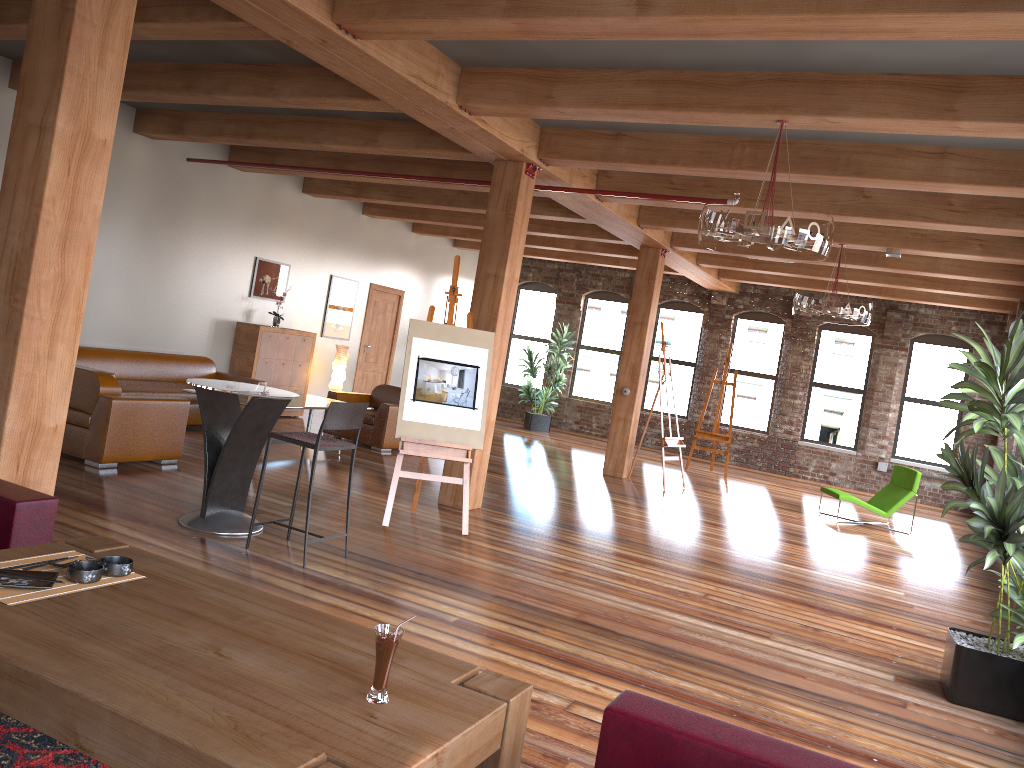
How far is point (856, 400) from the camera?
15.2 meters

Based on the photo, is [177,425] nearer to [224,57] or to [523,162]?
[224,57]

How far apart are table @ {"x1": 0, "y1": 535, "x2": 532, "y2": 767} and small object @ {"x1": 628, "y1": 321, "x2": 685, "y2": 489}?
8.9m

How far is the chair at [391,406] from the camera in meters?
10.4 m

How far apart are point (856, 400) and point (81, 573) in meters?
14.5 m

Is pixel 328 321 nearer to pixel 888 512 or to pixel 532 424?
pixel 532 424

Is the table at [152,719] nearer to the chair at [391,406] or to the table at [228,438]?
the table at [228,438]

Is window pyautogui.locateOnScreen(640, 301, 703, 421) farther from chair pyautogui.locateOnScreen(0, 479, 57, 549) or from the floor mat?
the floor mat

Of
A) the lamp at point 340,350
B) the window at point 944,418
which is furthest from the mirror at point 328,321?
the window at point 944,418

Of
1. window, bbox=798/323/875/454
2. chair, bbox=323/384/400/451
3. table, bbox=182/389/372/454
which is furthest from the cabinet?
window, bbox=798/323/875/454
